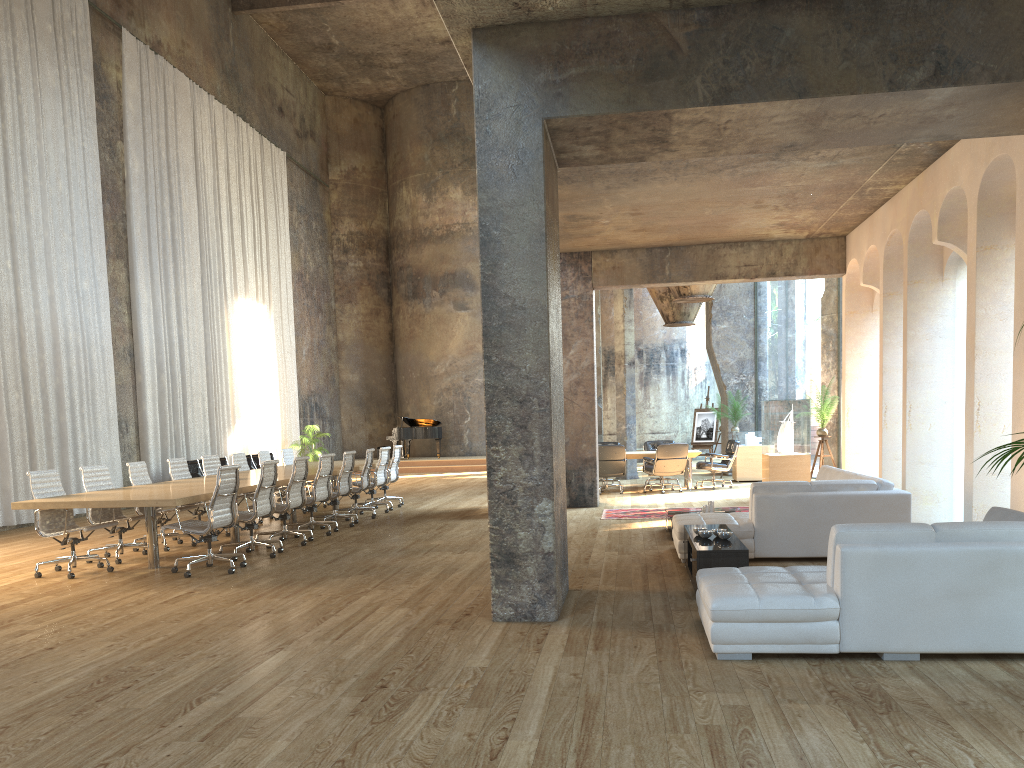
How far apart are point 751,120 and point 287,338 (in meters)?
19.27

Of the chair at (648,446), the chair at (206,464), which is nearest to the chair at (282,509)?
the chair at (206,464)

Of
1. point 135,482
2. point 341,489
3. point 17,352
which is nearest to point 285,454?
point 341,489

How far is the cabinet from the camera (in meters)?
6.26

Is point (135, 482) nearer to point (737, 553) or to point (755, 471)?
point (737, 553)

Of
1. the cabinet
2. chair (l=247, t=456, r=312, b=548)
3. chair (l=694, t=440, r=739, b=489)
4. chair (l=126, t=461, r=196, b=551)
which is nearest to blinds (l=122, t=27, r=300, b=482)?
chair (l=126, t=461, r=196, b=551)

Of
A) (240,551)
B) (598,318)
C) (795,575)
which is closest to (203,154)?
(598,318)

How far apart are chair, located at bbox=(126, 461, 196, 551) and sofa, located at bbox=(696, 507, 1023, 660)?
6.87m

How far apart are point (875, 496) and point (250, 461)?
14.4m

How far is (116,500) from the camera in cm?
781
